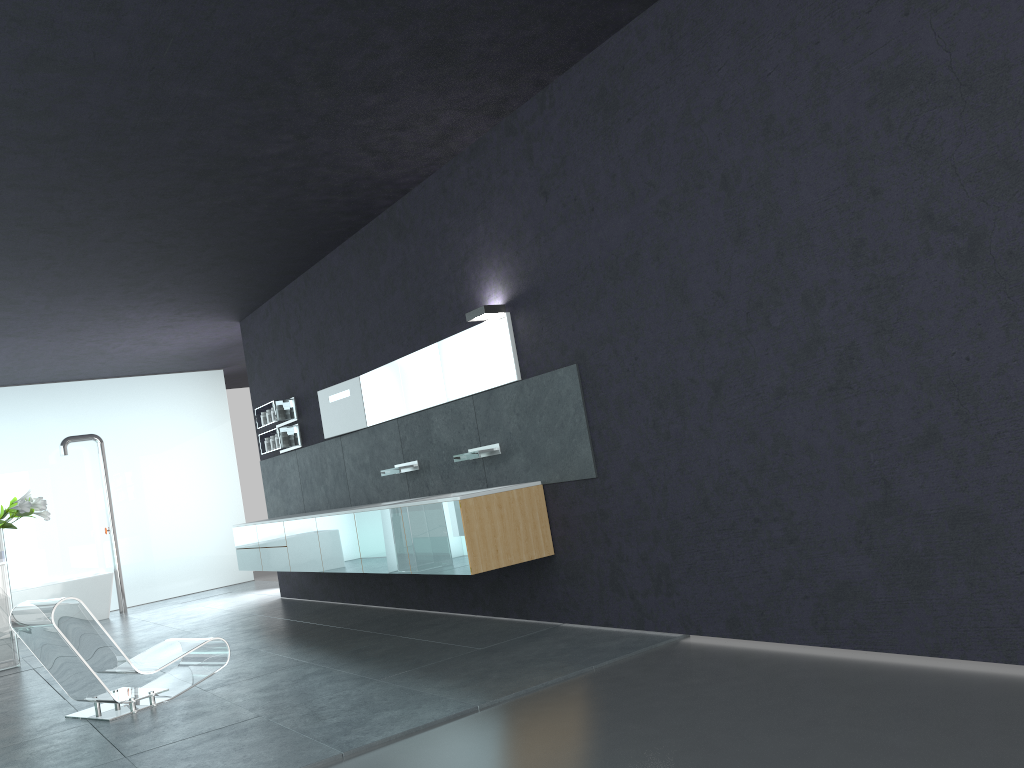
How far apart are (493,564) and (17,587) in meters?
9.5 m

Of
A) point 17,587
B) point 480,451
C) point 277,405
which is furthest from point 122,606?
point 480,451

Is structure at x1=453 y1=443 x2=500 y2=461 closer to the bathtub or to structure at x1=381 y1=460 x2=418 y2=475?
structure at x1=381 y1=460 x2=418 y2=475

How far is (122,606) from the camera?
13.6m

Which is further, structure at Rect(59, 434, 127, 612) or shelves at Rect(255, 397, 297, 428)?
structure at Rect(59, 434, 127, 612)

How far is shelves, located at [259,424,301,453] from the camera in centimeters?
1059cm

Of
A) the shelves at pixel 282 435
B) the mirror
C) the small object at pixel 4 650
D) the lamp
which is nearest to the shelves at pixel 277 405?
the shelves at pixel 282 435

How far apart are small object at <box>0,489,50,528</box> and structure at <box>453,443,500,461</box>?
5.3m

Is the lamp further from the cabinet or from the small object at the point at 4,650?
the small object at the point at 4,650

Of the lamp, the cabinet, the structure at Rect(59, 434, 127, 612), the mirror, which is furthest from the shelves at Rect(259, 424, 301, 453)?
the lamp
